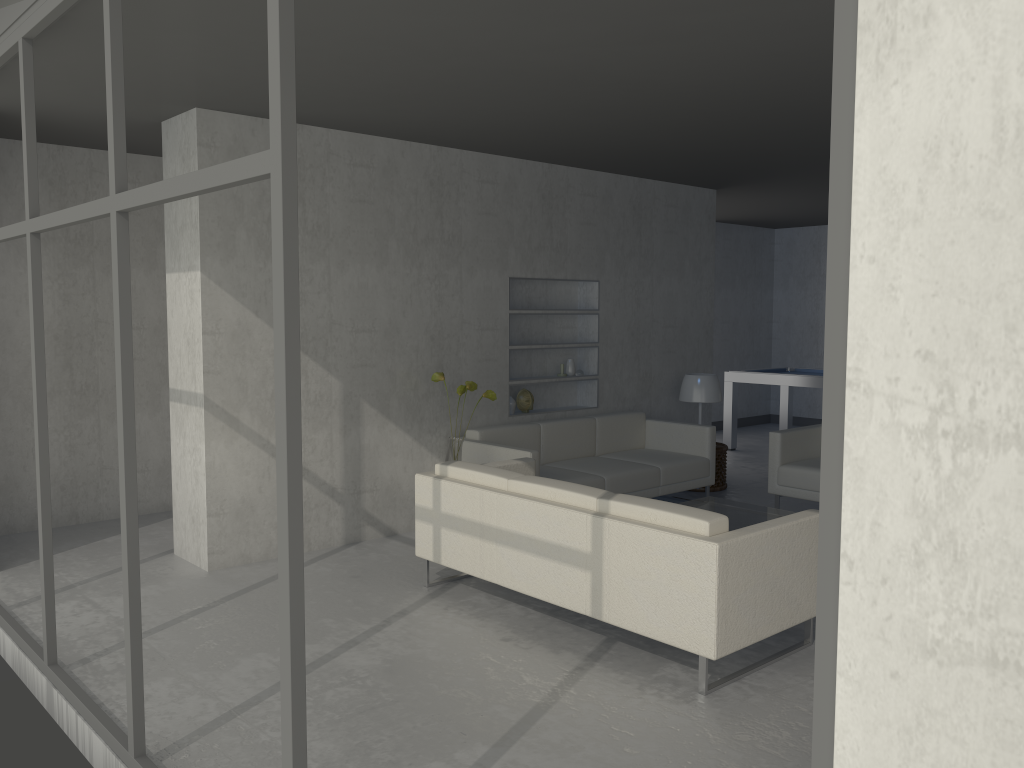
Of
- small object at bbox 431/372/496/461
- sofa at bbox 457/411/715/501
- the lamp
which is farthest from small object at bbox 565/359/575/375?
small object at bbox 431/372/496/461

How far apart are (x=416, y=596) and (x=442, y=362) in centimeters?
186cm

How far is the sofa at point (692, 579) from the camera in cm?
331

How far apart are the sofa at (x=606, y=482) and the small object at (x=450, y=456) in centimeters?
26cm

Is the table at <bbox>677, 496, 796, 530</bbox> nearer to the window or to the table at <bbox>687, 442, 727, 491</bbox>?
the table at <bbox>687, 442, 727, 491</bbox>

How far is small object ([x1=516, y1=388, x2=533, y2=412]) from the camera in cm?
648

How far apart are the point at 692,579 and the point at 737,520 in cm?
211

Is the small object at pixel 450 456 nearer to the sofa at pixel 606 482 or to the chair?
the sofa at pixel 606 482

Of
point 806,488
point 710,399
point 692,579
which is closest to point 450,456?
point 692,579

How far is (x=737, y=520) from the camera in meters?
5.3 m
